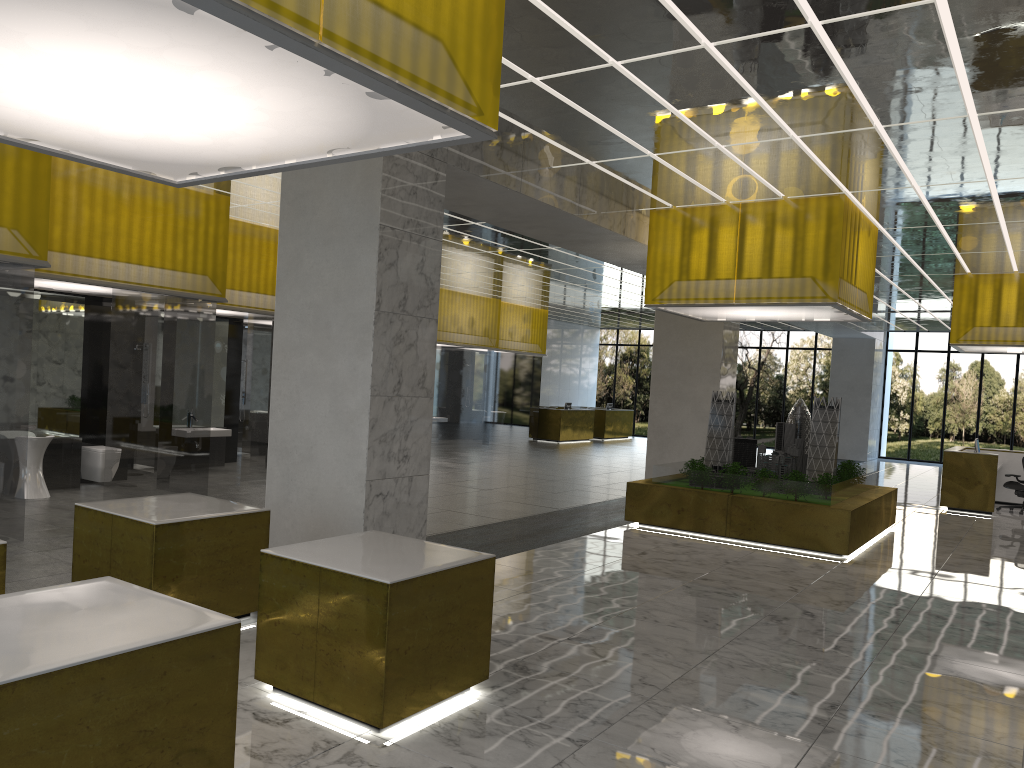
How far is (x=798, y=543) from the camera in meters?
15.6 m

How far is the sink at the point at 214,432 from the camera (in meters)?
19.78

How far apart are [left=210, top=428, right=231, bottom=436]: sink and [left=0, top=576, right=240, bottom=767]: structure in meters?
15.1

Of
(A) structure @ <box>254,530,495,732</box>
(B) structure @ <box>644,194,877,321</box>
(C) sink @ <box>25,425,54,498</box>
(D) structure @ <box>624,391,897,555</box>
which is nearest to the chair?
(D) structure @ <box>624,391,897,555</box>

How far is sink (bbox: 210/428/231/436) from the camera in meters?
19.8 m

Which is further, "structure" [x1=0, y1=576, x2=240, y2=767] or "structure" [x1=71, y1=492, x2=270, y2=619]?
"structure" [x1=71, y1=492, x2=270, y2=619]

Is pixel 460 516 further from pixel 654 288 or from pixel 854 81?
pixel 854 81

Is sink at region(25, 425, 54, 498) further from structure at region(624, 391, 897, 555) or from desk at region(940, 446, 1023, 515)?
desk at region(940, 446, 1023, 515)

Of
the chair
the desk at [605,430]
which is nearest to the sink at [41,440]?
the chair

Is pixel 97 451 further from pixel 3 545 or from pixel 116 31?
pixel 116 31
